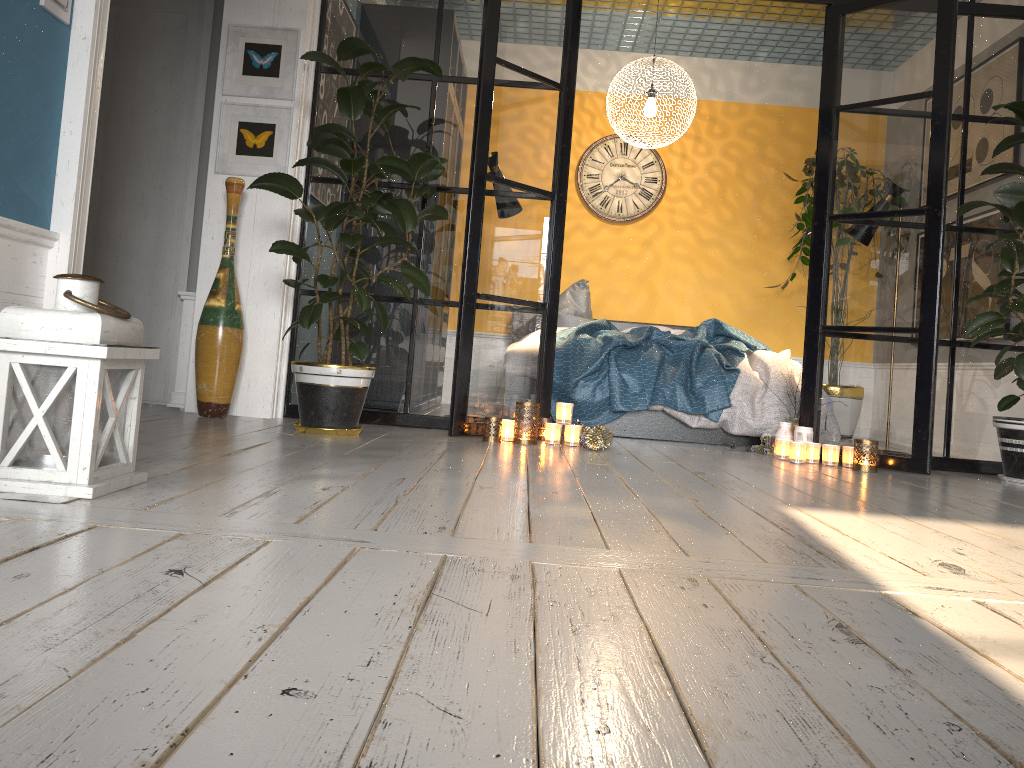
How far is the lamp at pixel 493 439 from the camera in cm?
400

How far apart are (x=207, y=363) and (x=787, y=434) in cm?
280

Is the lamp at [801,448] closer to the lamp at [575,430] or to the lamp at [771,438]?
the lamp at [771,438]

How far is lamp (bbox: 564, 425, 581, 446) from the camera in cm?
407

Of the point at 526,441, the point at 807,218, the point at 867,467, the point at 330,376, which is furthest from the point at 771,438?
the point at 807,218

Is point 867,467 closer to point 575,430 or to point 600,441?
point 600,441

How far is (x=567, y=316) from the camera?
6.1m

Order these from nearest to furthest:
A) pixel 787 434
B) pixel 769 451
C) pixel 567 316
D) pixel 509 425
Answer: pixel 509 425
pixel 787 434
pixel 769 451
pixel 567 316

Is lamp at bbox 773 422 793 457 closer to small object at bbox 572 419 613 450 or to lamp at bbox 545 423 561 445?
small object at bbox 572 419 613 450

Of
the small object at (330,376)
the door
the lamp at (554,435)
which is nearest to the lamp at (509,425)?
the lamp at (554,435)
